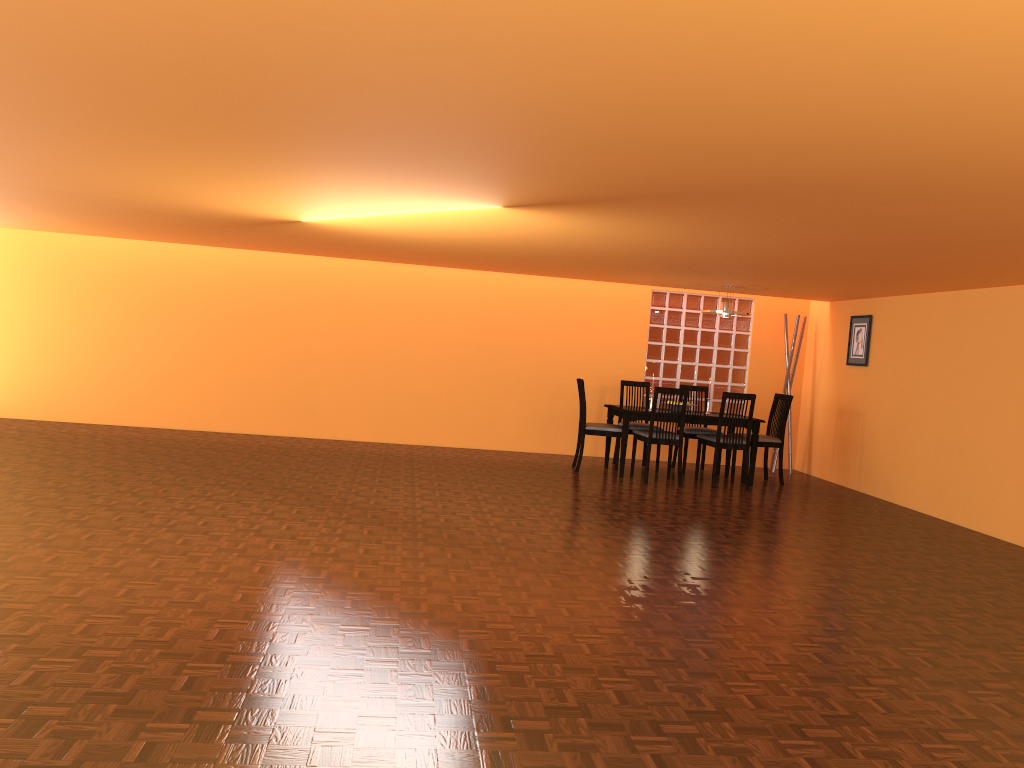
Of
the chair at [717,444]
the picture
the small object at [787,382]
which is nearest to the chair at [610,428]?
the chair at [717,444]

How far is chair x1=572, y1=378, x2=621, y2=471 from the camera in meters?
7.6

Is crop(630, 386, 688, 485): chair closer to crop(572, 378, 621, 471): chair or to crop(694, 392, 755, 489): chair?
crop(572, 378, 621, 471): chair

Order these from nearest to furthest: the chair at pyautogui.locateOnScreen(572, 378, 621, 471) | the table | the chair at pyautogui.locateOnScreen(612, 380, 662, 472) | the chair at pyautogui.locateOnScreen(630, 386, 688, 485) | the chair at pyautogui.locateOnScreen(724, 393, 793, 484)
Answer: the chair at pyautogui.locateOnScreen(630, 386, 688, 485), the table, the chair at pyautogui.locateOnScreen(572, 378, 621, 471), the chair at pyautogui.locateOnScreen(724, 393, 793, 484), the chair at pyautogui.locateOnScreen(612, 380, 662, 472)

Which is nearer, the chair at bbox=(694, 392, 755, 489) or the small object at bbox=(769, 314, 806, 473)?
the chair at bbox=(694, 392, 755, 489)

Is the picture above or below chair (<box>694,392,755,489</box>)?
above

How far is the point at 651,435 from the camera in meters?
7.3

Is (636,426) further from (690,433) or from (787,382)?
(787,382)

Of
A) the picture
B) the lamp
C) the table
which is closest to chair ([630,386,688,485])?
the table

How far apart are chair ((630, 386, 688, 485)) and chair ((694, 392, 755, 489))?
0.3m
